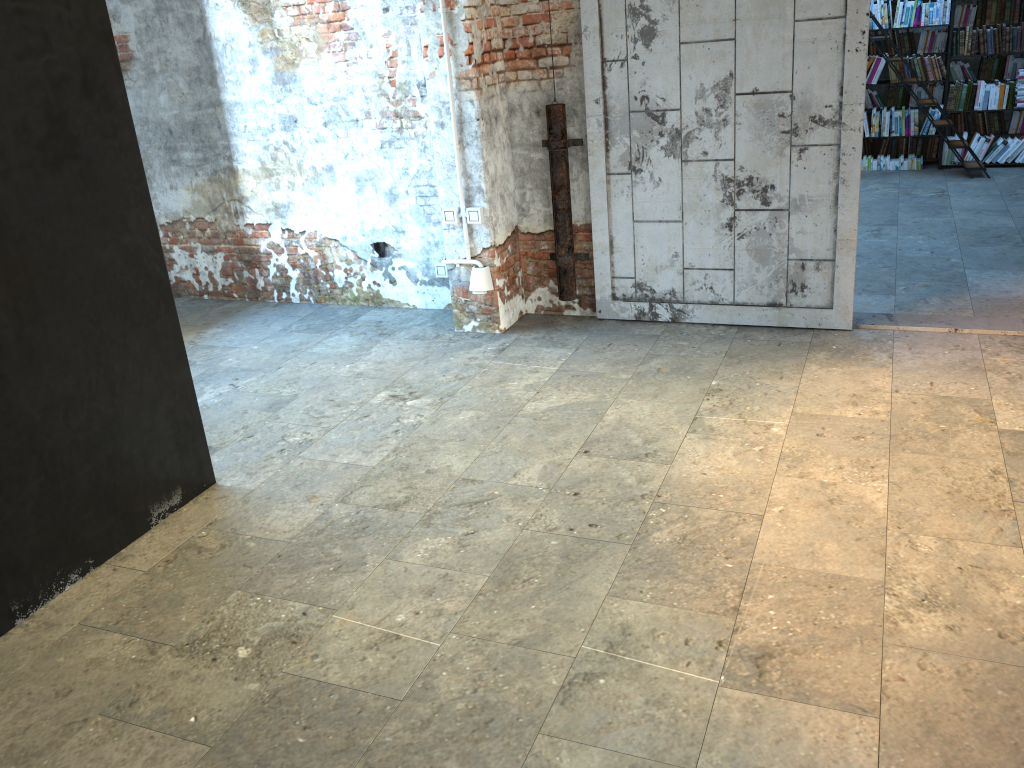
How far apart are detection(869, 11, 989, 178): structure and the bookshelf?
→ 0.5 meters

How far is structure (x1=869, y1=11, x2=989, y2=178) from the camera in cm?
813

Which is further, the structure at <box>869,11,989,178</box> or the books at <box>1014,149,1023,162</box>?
the books at <box>1014,149,1023,162</box>

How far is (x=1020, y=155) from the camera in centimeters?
848cm

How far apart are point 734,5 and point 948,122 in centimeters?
476cm

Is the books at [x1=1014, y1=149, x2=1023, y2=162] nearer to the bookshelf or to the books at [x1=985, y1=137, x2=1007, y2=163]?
the books at [x1=985, y1=137, x2=1007, y2=163]

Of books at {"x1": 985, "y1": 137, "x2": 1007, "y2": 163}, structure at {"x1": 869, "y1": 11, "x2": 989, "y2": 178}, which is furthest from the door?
books at {"x1": 985, "y1": 137, "x2": 1007, "y2": 163}

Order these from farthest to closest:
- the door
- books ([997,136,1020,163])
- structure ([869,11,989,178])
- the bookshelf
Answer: books ([997,136,1020,163])
the bookshelf
structure ([869,11,989,178])
the door

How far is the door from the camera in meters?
4.4 m

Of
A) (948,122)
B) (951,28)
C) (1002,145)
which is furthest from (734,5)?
(1002,145)
